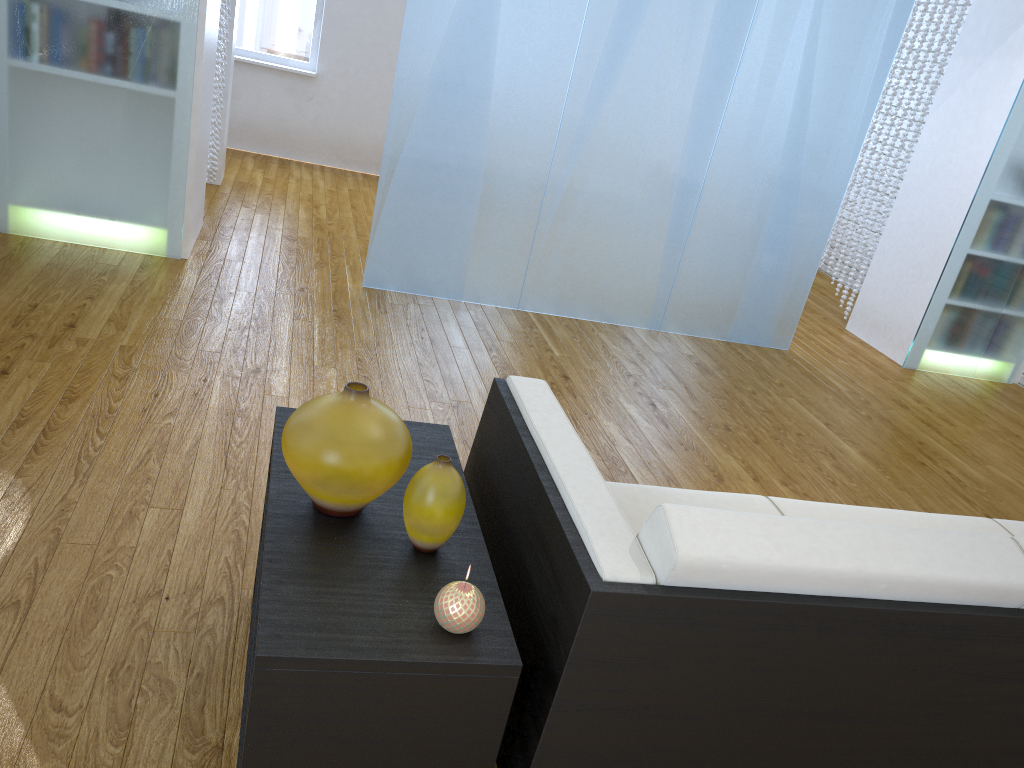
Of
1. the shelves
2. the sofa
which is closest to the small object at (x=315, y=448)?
the shelves

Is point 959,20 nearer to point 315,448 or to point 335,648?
point 315,448

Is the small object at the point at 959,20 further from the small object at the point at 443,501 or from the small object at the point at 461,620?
the small object at the point at 461,620

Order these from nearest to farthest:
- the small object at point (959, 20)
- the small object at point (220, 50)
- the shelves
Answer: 1. the shelves
2. the small object at point (220, 50)
3. the small object at point (959, 20)

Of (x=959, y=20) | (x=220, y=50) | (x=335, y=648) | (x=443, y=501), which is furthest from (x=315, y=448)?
(x=959, y=20)

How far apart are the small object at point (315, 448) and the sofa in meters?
0.2 m

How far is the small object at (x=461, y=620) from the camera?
1.2m

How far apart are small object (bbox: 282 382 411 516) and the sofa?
0.2m

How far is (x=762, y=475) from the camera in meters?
3.1 m

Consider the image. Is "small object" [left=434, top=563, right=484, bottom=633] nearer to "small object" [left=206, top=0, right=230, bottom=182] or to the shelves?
the shelves
